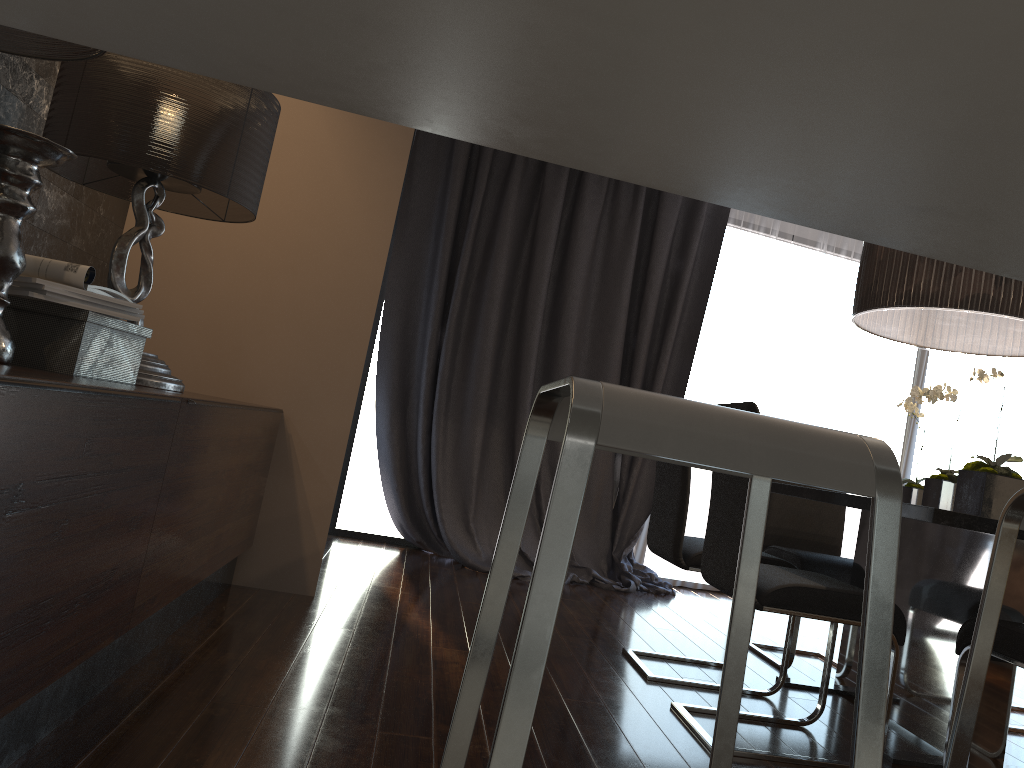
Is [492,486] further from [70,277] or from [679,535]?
[70,277]

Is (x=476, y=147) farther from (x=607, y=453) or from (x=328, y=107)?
(x=607, y=453)

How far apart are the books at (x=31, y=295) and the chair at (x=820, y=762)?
1.7 meters

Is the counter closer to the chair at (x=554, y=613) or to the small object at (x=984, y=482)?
the chair at (x=554, y=613)

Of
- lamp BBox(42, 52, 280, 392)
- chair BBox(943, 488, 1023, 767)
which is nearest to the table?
chair BBox(943, 488, 1023, 767)

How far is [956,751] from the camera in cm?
122

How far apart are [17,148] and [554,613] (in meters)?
1.74

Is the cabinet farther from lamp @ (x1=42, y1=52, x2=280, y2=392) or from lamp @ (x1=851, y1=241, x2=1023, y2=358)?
lamp @ (x1=851, y1=241, x2=1023, y2=358)

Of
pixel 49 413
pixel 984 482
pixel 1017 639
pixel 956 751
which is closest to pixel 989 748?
pixel 1017 639

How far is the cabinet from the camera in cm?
139
